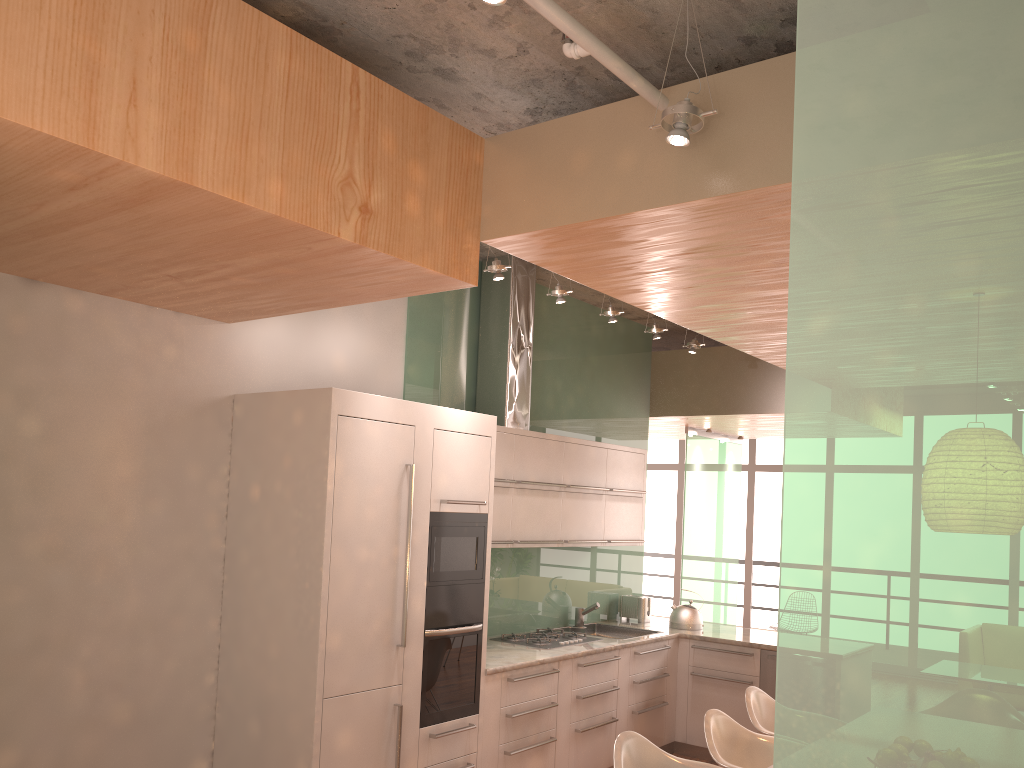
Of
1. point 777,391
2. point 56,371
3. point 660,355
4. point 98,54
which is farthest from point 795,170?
point 660,355

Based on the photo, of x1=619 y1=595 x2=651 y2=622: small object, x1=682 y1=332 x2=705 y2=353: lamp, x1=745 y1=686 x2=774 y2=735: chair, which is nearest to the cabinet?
x1=619 y1=595 x2=651 y2=622: small object

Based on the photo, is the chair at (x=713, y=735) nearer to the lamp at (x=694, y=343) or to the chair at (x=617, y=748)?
the chair at (x=617, y=748)

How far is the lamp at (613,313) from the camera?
5.4m

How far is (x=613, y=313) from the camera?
5.4m

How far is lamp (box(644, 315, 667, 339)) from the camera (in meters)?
5.85

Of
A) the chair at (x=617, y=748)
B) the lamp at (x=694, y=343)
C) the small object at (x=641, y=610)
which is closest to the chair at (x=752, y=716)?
the chair at (x=617, y=748)

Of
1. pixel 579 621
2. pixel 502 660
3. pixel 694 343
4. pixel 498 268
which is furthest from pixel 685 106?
pixel 579 621

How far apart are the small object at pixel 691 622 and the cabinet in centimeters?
21cm

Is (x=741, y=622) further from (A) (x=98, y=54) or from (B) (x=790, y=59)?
(A) (x=98, y=54)
